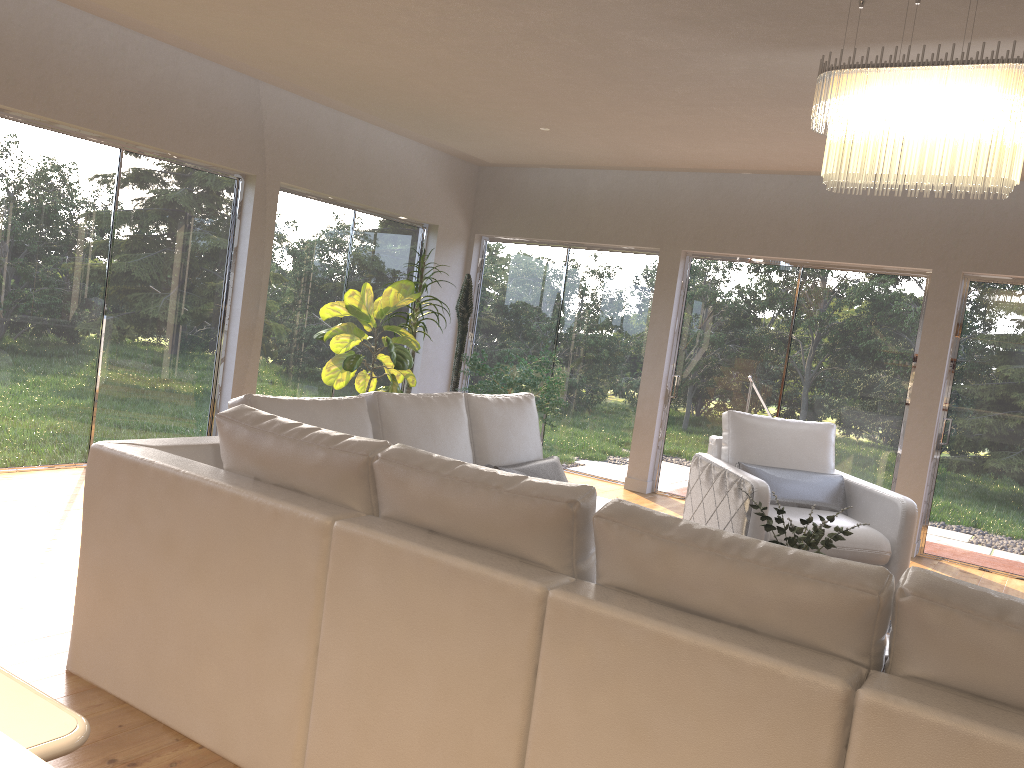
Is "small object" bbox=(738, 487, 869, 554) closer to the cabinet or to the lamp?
the lamp

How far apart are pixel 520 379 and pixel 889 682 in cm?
542

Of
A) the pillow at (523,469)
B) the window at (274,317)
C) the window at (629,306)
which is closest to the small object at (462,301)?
the window at (274,317)

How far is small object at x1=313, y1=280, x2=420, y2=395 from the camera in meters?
6.6

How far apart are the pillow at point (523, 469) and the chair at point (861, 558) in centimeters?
112cm

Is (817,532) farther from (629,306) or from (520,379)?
(629,306)

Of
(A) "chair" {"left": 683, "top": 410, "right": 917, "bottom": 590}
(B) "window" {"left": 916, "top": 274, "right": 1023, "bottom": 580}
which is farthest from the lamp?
(B) "window" {"left": 916, "top": 274, "right": 1023, "bottom": 580}

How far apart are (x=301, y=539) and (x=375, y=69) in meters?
3.9

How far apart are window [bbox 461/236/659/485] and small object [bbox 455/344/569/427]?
0.62m

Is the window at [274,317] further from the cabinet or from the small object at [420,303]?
the cabinet
